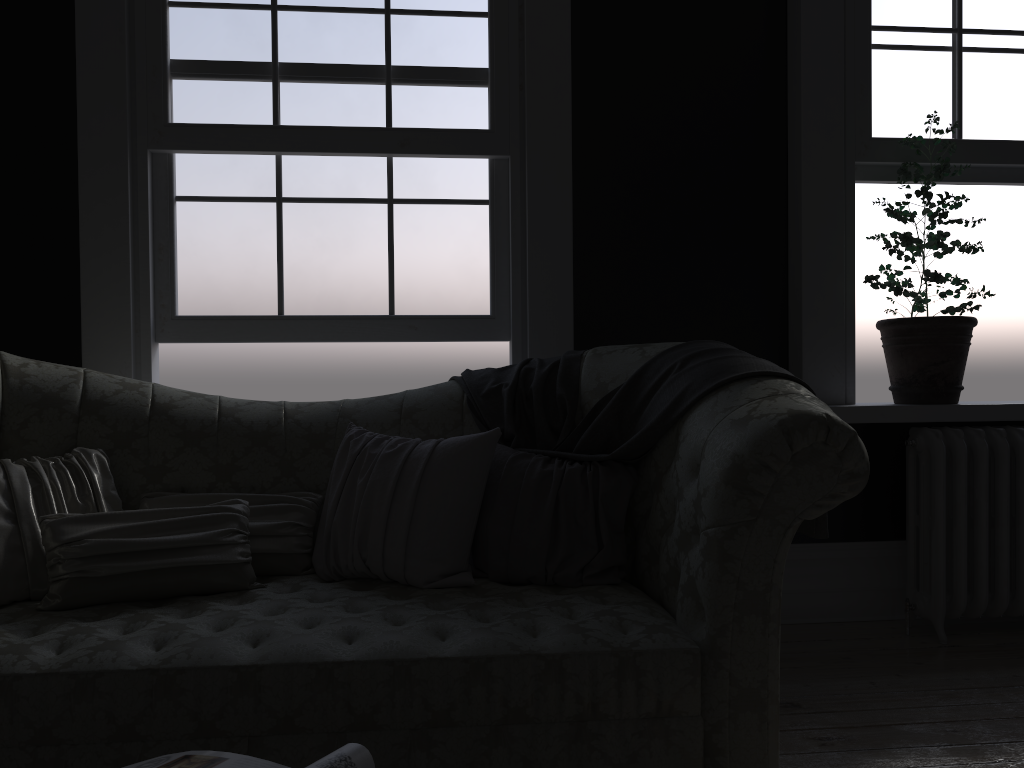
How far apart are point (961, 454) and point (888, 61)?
1.6m

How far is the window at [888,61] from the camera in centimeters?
366cm

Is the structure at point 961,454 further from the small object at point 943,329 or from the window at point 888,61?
the window at point 888,61

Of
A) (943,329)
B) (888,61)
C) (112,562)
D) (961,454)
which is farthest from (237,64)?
(961,454)

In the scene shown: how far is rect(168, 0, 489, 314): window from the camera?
3.4m

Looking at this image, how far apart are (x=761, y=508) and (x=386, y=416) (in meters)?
1.36

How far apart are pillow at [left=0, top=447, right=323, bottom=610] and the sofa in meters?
0.0

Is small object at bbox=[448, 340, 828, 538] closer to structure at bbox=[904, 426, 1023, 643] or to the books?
A: structure at bbox=[904, 426, 1023, 643]

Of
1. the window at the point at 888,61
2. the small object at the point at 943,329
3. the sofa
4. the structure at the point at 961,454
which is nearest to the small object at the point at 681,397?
the sofa

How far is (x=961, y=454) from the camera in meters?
3.4
